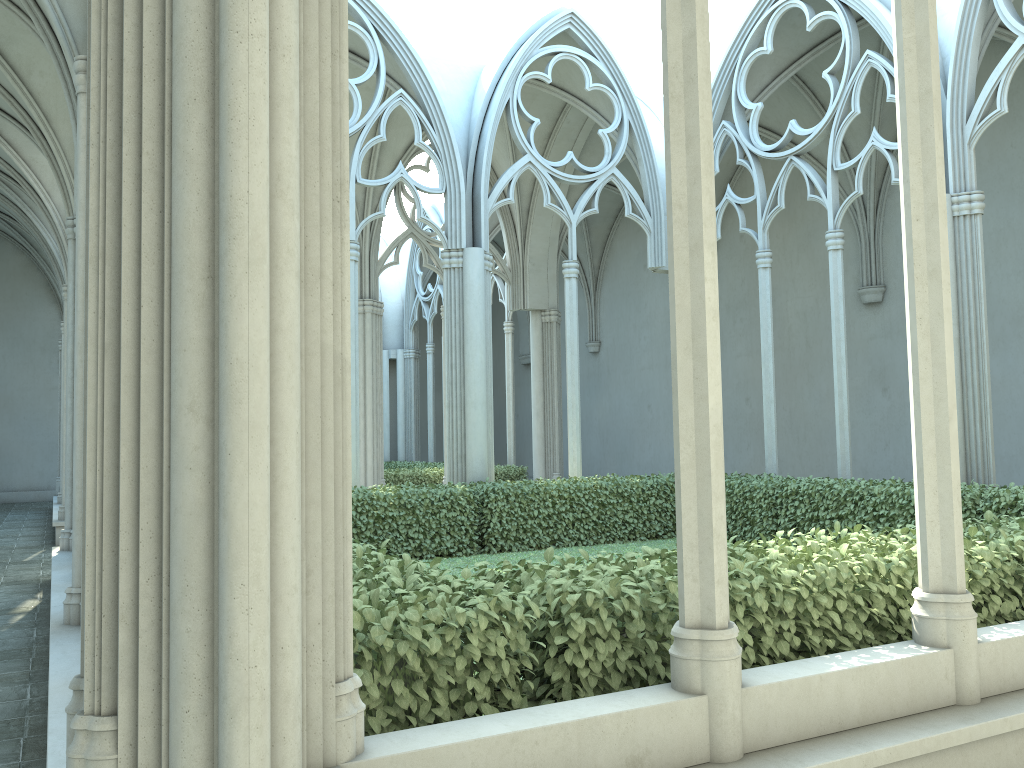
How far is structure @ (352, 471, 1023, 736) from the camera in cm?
316

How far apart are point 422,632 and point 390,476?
13.8m

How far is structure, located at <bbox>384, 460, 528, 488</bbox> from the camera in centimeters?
1680cm

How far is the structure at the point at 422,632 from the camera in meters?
3.2

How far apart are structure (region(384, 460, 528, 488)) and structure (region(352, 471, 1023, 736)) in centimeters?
543cm

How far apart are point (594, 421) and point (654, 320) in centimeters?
371cm

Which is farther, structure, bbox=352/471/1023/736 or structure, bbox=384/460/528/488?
structure, bbox=384/460/528/488
